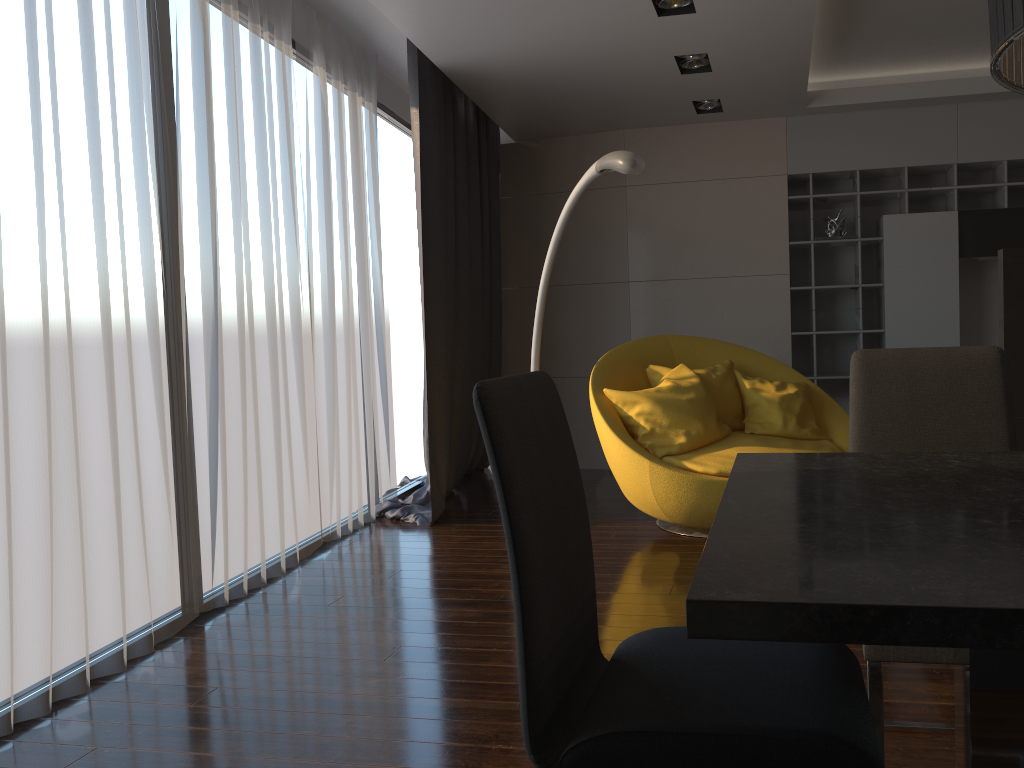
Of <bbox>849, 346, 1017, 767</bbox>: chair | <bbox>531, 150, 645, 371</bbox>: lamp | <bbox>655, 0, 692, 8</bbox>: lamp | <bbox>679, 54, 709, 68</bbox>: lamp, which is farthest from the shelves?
<bbox>849, 346, 1017, 767</bbox>: chair

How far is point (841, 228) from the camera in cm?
602

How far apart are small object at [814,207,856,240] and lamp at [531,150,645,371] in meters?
2.6

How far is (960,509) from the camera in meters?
1.2

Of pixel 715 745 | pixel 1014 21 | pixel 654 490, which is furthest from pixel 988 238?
pixel 715 745

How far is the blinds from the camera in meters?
2.6

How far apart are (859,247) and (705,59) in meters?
1.9 m

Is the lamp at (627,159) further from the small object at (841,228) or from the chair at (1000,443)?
the small object at (841,228)

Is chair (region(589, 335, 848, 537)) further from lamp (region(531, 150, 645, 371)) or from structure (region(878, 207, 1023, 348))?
structure (region(878, 207, 1023, 348))

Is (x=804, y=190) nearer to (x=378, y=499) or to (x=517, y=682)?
(x=378, y=499)
